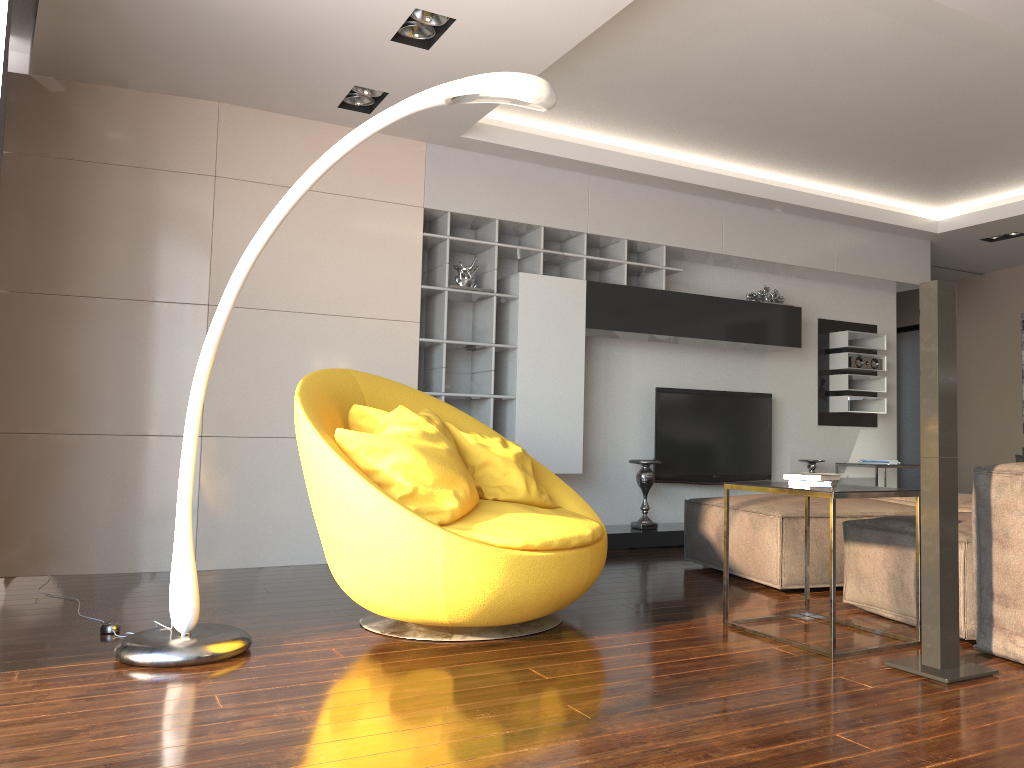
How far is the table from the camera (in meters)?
2.95

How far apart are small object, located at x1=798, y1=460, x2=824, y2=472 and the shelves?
1.97m

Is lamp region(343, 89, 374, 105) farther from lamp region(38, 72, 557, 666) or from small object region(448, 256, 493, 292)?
lamp region(38, 72, 557, 666)

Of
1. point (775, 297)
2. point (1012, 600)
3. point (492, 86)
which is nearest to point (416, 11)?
point (492, 86)

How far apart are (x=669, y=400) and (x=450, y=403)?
1.64m

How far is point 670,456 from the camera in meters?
6.4 m

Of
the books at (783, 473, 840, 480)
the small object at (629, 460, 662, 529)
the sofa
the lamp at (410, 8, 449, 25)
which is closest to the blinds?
the lamp at (410, 8, 449, 25)

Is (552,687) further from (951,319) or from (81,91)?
(81,91)

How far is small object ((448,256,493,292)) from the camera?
5.5m

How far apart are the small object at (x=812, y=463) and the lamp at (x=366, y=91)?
4.3 meters
